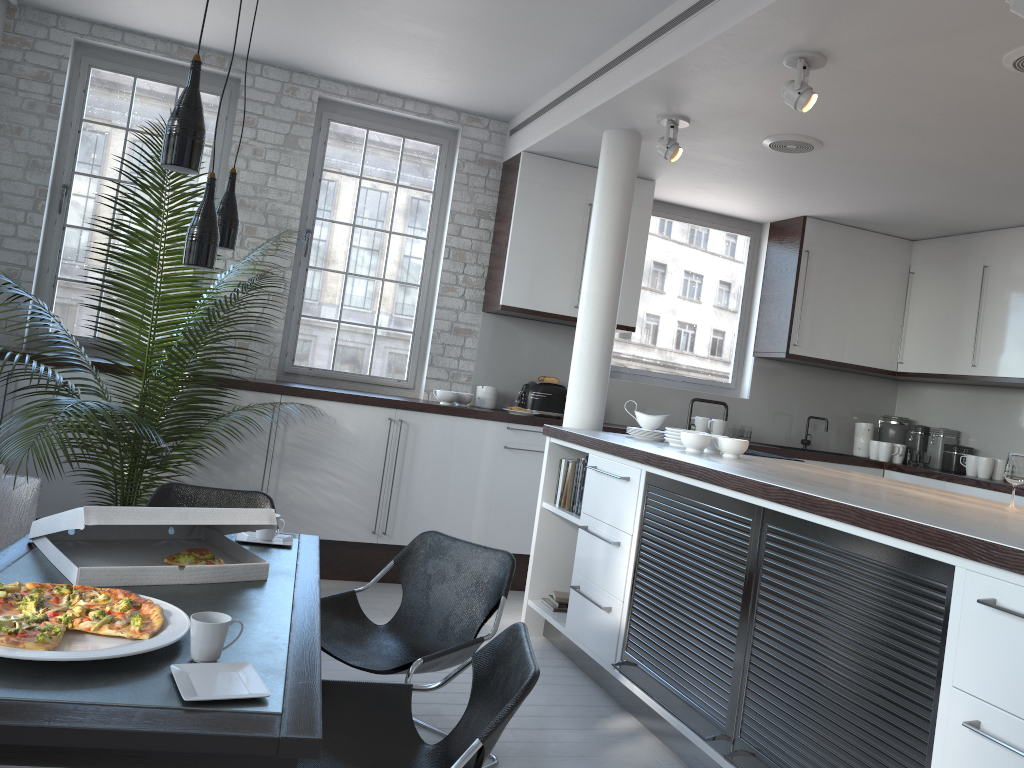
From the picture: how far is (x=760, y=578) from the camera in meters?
3.1

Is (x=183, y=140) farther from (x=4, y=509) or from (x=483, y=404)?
(x=483, y=404)

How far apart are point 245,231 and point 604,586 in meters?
3.4

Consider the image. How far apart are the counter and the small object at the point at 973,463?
2.6 meters

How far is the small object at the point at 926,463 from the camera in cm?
678

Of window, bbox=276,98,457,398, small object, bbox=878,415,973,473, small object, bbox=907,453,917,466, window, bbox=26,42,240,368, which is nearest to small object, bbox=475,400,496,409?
window, bbox=276,98,457,398

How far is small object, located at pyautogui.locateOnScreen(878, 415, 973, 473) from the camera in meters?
6.8 m

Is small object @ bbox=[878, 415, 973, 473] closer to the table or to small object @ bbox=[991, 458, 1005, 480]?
small object @ bbox=[991, 458, 1005, 480]

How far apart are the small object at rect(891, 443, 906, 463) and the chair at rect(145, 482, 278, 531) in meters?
→ 5.2 m

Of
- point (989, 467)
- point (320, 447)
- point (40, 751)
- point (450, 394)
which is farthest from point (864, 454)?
point (40, 751)
